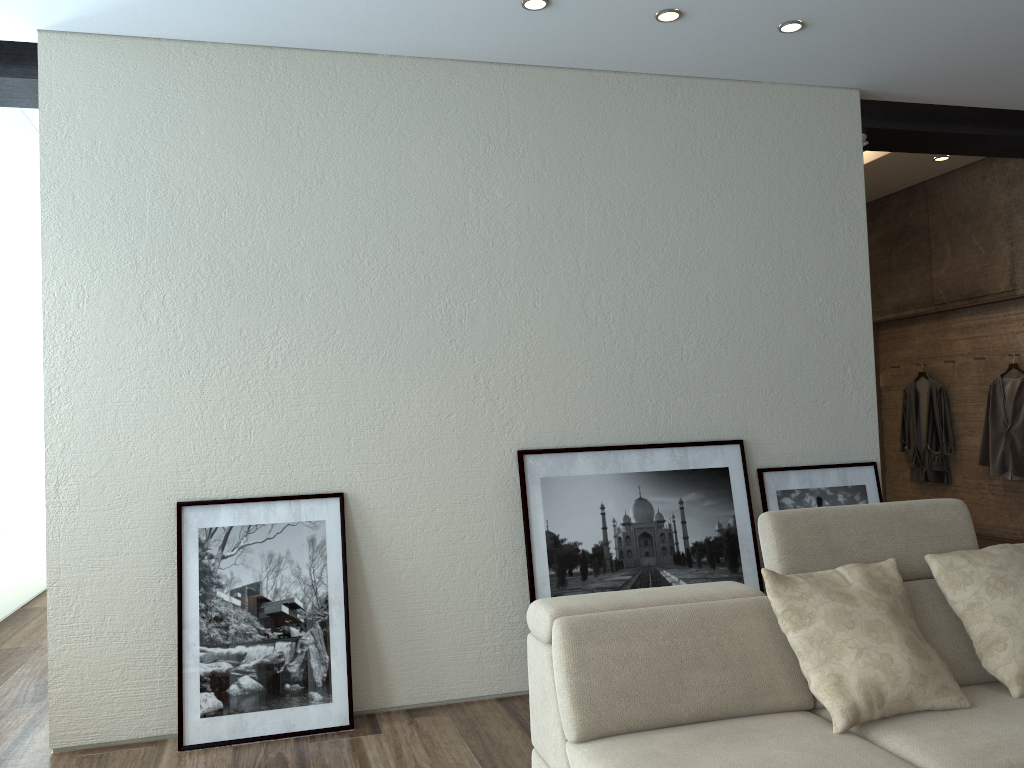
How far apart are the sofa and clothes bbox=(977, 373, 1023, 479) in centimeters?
343cm

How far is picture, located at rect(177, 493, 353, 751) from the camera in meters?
3.6 m

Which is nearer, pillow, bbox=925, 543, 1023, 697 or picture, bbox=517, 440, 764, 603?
pillow, bbox=925, 543, 1023, 697

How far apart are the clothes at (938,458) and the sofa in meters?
4.0 m

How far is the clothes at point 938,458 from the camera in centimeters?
677cm

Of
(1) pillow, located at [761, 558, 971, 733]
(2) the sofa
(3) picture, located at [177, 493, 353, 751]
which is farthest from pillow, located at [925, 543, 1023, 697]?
(3) picture, located at [177, 493, 353, 751]

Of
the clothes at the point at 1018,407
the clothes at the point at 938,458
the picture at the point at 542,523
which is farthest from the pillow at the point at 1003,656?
the clothes at the point at 938,458

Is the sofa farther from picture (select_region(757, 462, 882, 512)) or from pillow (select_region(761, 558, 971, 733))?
picture (select_region(757, 462, 882, 512))

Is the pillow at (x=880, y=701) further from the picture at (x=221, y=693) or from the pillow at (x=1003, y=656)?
the picture at (x=221, y=693)

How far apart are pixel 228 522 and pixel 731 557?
2.4m
